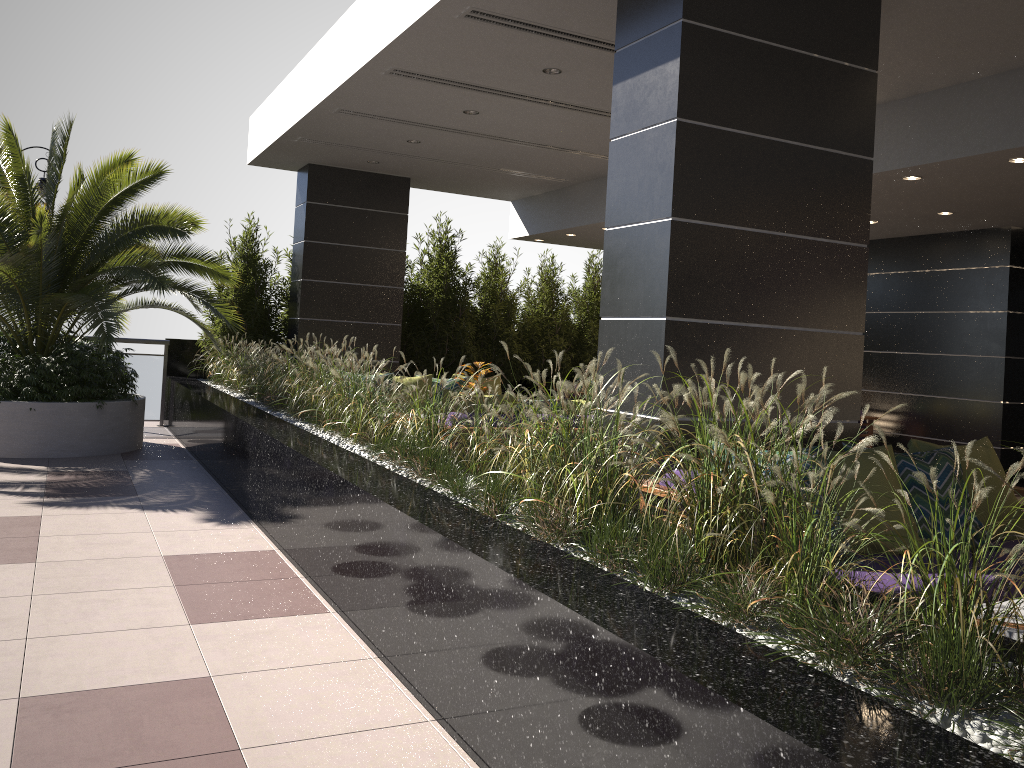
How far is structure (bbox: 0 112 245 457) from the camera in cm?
783

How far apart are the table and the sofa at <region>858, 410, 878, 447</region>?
7.95m

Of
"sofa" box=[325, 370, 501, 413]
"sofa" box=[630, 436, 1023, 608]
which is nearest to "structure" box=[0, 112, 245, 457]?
"sofa" box=[325, 370, 501, 413]

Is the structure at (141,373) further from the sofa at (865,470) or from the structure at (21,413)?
the sofa at (865,470)

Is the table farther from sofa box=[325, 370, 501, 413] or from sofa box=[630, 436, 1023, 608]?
sofa box=[325, 370, 501, 413]

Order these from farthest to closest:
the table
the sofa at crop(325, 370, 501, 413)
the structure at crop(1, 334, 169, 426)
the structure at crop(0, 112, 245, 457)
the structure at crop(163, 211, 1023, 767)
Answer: → the structure at crop(1, 334, 169, 426) < the sofa at crop(325, 370, 501, 413) < the structure at crop(0, 112, 245, 457) < the table < the structure at crop(163, 211, 1023, 767)

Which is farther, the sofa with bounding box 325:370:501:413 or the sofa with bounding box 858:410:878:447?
the sofa with bounding box 858:410:878:447

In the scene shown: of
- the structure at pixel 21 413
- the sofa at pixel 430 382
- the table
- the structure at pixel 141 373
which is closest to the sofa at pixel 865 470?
the table

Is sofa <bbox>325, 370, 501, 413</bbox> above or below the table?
above

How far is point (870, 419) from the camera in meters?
9.9 m
